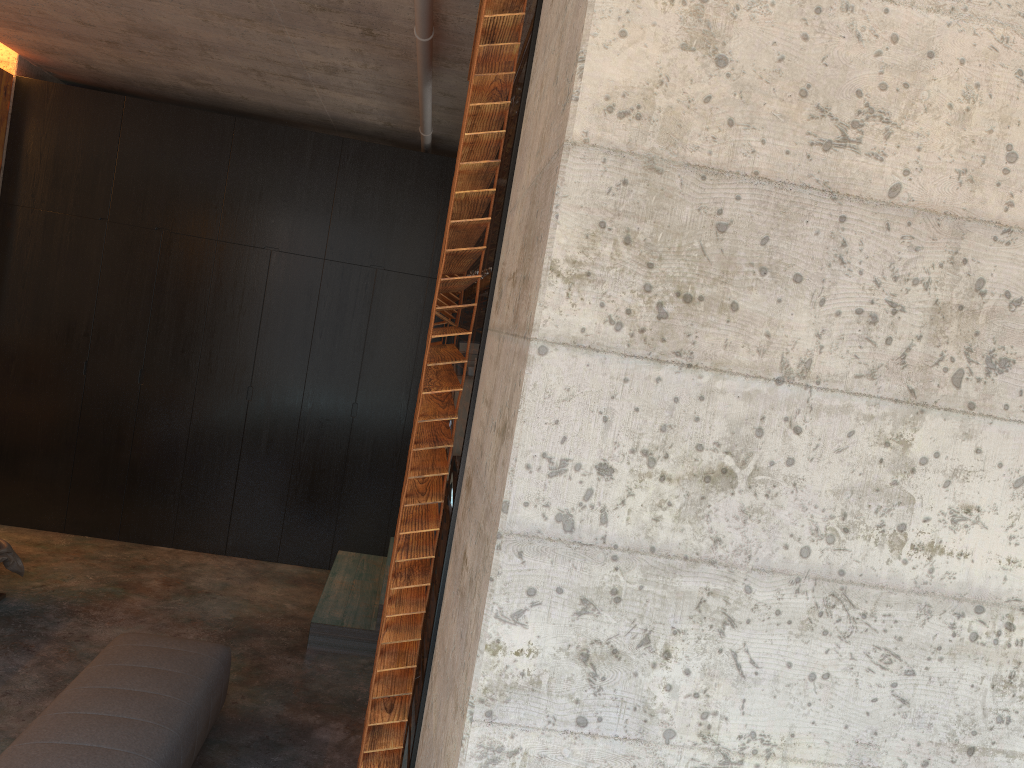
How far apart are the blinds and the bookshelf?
0.03m

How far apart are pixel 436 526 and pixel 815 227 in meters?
0.9 m

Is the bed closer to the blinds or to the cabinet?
the blinds

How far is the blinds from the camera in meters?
1.6 m

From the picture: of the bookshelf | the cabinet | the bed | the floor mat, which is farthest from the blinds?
the cabinet

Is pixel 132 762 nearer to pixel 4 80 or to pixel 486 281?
pixel 486 281

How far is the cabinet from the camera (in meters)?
5.79

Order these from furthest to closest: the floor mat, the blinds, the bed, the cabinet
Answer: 1. the cabinet
2. the bed
3. the floor mat
4. the blinds

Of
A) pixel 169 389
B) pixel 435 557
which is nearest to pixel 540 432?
pixel 435 557

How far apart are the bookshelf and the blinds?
0.0m
